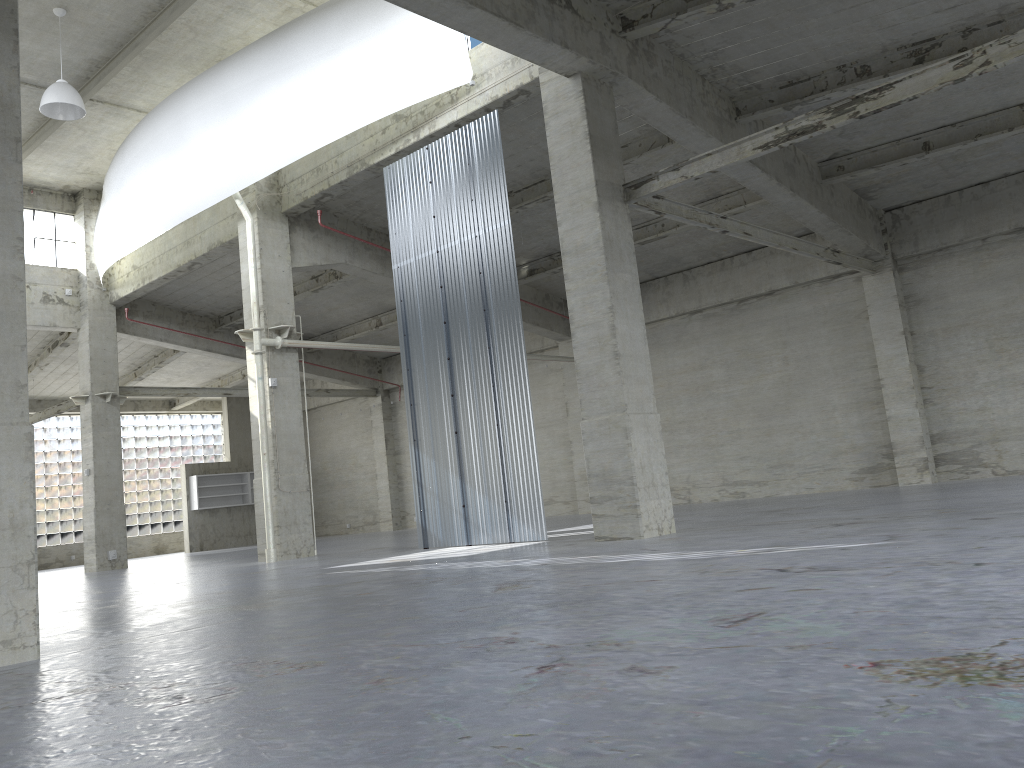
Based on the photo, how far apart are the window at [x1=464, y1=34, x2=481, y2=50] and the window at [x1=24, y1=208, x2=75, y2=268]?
22.0 meters

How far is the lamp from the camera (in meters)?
22.99

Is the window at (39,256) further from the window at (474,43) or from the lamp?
the window at (474,43)

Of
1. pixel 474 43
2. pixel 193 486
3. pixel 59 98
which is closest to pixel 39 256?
pixel 59 98

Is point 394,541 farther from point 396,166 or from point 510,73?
point 510,73

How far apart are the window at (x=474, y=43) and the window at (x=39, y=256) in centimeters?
2203cm

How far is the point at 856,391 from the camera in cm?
2989

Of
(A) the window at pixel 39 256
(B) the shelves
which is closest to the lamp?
(A) the window at pixel 39 256

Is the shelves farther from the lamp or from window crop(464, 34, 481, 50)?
window crop(464, 34, 481, 50)

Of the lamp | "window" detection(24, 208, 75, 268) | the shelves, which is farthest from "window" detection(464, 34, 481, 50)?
the shelves
